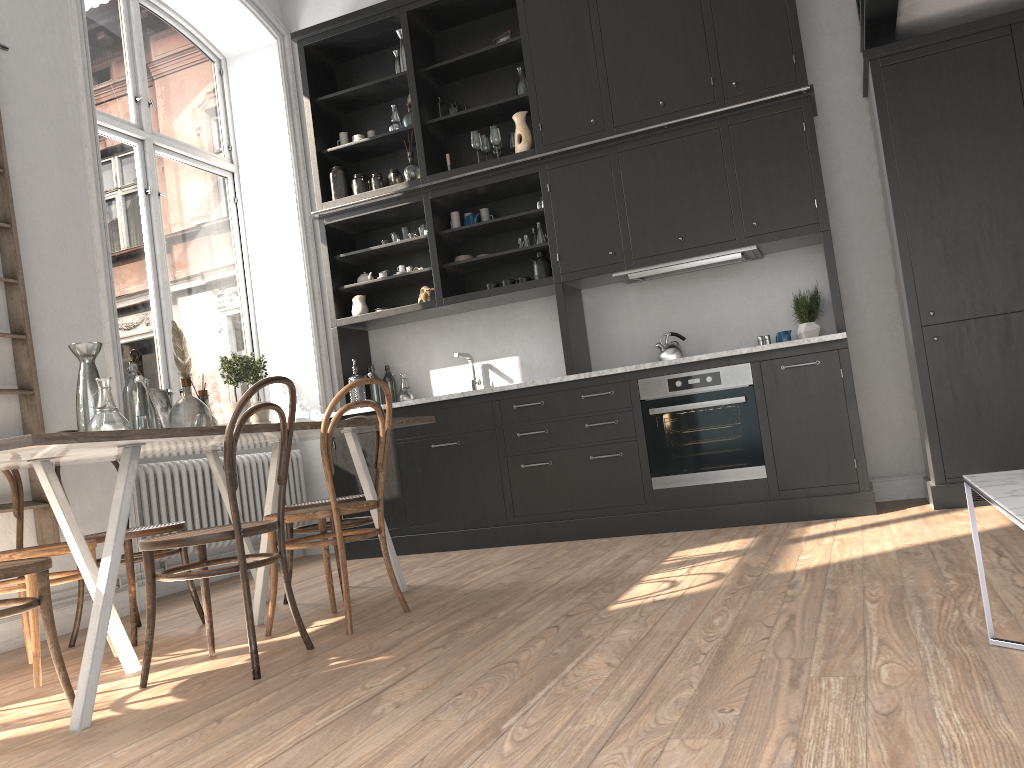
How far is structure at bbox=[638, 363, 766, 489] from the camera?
4.8 meters

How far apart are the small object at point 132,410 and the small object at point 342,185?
2.99m

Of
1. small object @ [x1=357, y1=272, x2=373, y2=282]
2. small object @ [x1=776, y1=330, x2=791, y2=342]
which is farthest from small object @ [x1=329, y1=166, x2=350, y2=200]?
small object @ [x1=776, y1=330, x2=791, y2=342]

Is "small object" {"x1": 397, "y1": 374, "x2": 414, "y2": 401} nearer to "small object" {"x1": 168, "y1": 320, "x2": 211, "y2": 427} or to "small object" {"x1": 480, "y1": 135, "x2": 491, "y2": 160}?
"small object" {"x1": 480, "y1": 135, "x2": 491, "y2": 160}

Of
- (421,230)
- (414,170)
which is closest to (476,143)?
(414,170)

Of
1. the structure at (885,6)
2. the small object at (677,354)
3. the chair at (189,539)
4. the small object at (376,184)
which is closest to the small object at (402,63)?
the small object at (376,184)

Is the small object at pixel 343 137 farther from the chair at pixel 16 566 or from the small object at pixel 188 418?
the chair at pixel 16 566

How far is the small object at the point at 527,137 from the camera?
5.5m

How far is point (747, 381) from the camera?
4.8 meters

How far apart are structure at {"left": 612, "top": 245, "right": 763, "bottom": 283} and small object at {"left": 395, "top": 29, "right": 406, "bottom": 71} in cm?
212
